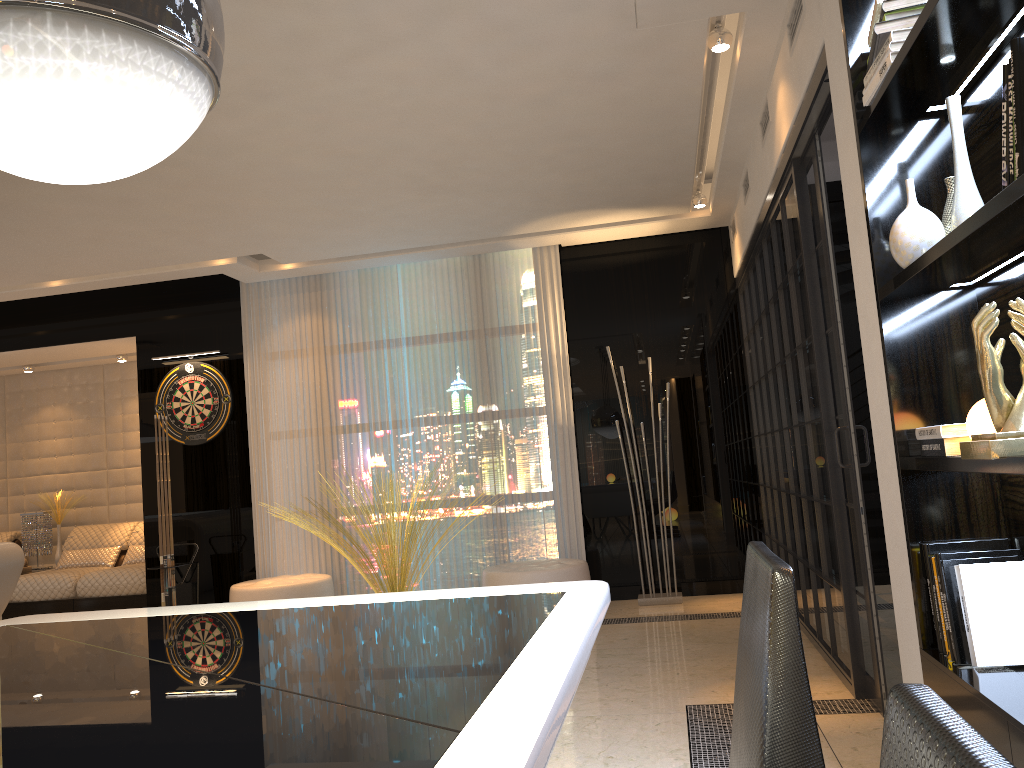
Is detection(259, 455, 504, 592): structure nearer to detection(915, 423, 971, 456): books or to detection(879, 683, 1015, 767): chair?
detection(915, 423, 971, 456): books

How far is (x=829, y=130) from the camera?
5.76m

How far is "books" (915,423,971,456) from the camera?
2.0 meters

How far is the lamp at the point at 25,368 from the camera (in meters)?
8.20

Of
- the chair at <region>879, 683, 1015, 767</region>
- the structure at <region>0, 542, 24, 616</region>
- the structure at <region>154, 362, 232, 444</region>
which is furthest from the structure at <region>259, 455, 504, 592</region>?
the chair at <region>879, 683, 1015, 767</region>

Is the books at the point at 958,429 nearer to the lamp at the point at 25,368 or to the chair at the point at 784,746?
the chair at the point at 784,746

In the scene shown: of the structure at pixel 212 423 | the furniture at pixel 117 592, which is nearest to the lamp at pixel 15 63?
the structure at pixel 212 423

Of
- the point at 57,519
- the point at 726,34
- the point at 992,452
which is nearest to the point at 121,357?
the point at 57,519

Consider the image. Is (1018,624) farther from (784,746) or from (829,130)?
(829,130)

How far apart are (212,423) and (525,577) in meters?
2.9 m
